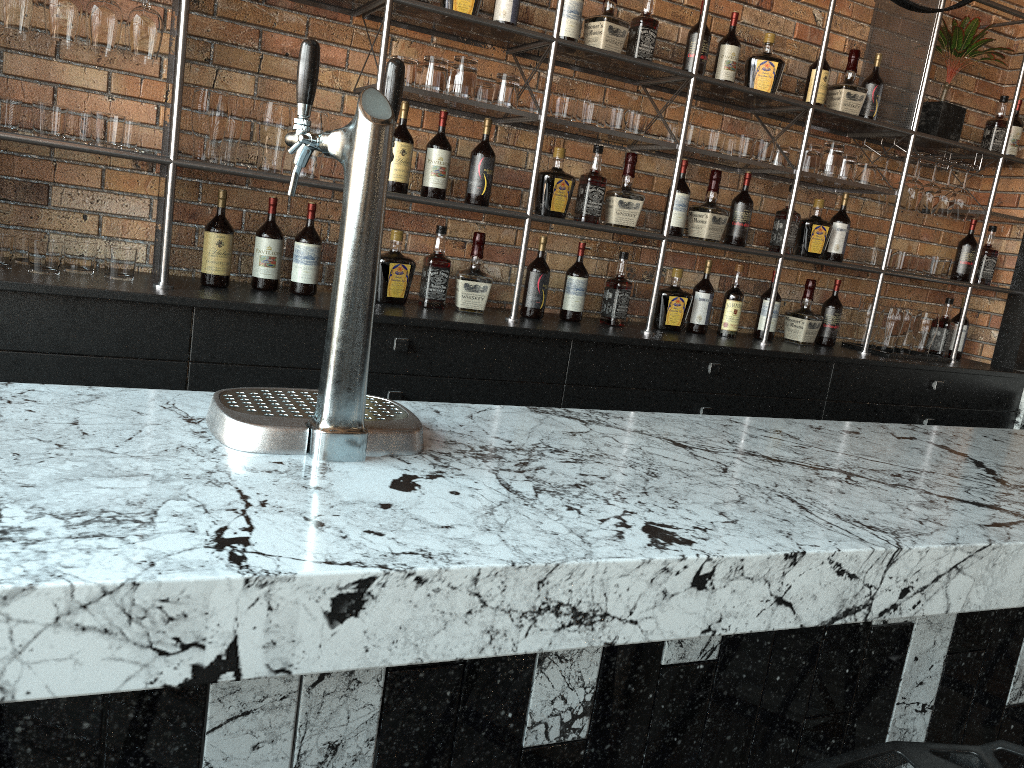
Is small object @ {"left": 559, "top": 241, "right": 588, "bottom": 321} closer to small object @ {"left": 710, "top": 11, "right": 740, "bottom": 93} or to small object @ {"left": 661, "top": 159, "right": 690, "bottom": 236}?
small object @ {"left": 661, "top": 159, "right": 690, "bottom": 236}

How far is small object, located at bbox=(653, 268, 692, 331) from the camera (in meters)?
3.46

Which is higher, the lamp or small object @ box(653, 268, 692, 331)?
the lamp

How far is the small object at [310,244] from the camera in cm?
282

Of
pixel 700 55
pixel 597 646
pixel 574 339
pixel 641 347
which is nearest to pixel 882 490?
pixel 597 646

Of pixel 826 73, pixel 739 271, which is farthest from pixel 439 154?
pixel 826 73

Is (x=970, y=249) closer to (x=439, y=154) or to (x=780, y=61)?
(x=780, y=61)

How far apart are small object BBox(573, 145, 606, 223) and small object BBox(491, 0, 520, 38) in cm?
53

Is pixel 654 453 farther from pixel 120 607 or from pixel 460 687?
pixel 120 607

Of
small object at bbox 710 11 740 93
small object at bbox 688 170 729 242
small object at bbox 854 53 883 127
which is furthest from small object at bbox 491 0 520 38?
small object at bbox 854 53 883 127
